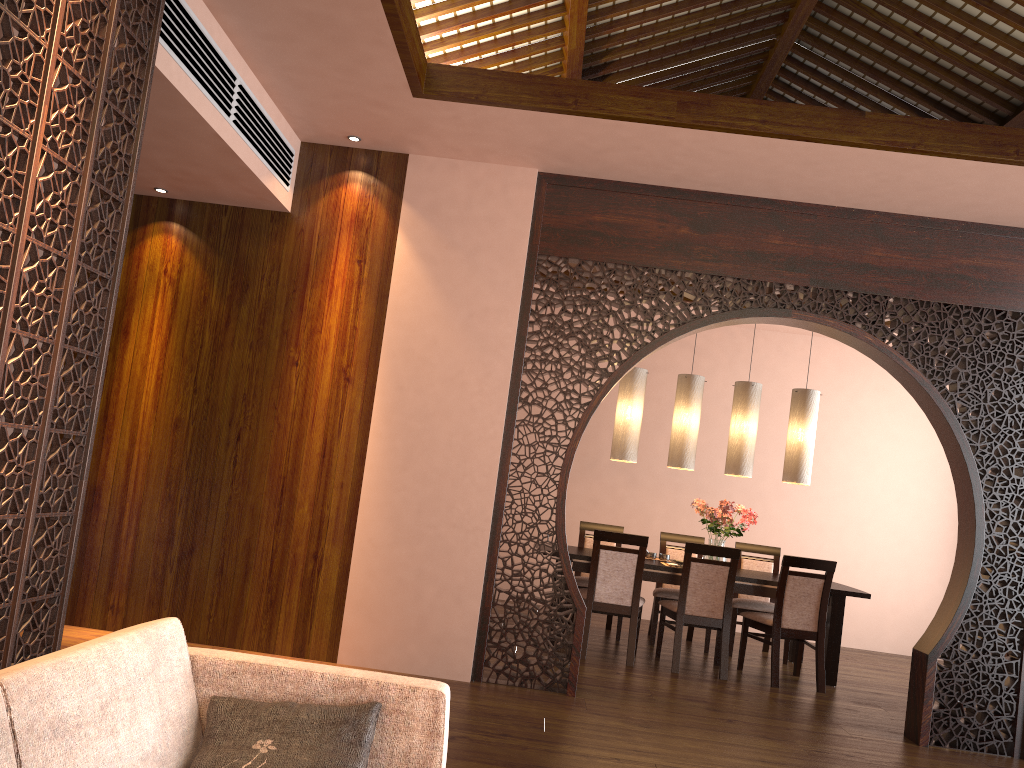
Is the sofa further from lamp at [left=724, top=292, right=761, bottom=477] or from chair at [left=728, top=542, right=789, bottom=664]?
chair at [left=728, top=542, right=789, bottom=664]

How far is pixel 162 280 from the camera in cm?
494

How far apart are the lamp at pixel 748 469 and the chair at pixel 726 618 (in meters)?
0.83

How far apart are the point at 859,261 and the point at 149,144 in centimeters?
370cm

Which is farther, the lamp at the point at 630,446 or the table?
the lamp at the point at 630,446

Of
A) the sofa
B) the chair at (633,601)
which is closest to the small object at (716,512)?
the chair at (633,601)

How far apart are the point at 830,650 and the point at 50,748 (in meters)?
5.55

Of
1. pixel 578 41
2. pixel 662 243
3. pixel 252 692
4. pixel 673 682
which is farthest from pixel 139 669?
pixel 578 41

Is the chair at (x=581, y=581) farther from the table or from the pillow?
the pillow

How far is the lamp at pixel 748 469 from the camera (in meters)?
6.46
